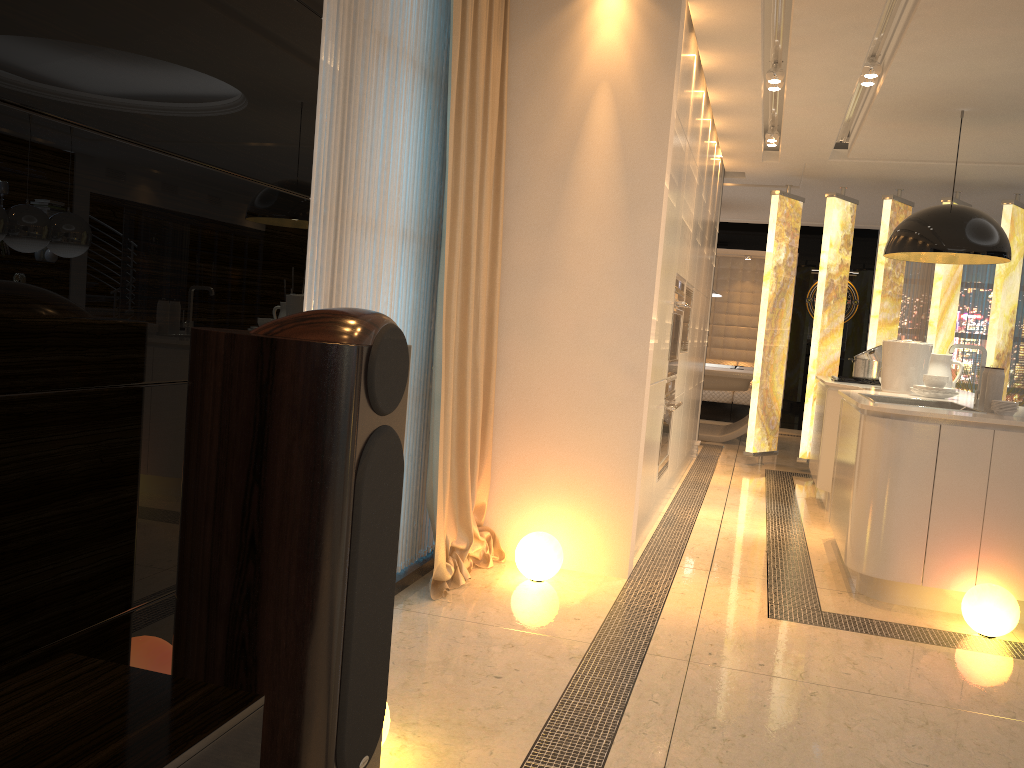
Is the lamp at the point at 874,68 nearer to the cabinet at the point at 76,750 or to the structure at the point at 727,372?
the structure at the point at 727,372

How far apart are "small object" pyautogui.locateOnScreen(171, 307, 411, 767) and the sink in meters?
3.7 m

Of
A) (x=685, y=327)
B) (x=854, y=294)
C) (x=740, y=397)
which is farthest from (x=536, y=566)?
(x=854, y=294)

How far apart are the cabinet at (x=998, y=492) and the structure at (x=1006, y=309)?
1.02m

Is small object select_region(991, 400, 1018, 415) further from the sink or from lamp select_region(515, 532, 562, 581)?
lamp select_region(515, 532, 562, 581)

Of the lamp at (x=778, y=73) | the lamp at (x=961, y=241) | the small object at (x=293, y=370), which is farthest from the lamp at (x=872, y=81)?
the small object at (x=293, y=370)

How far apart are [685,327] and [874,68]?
1.9 meters

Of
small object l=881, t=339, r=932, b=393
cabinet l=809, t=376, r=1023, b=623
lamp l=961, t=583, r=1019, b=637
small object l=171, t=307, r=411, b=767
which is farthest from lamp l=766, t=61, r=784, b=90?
small object l=171, t=307, r=411, b=767

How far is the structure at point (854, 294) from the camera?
11.5m

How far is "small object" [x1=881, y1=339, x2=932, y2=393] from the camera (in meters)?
5.34
